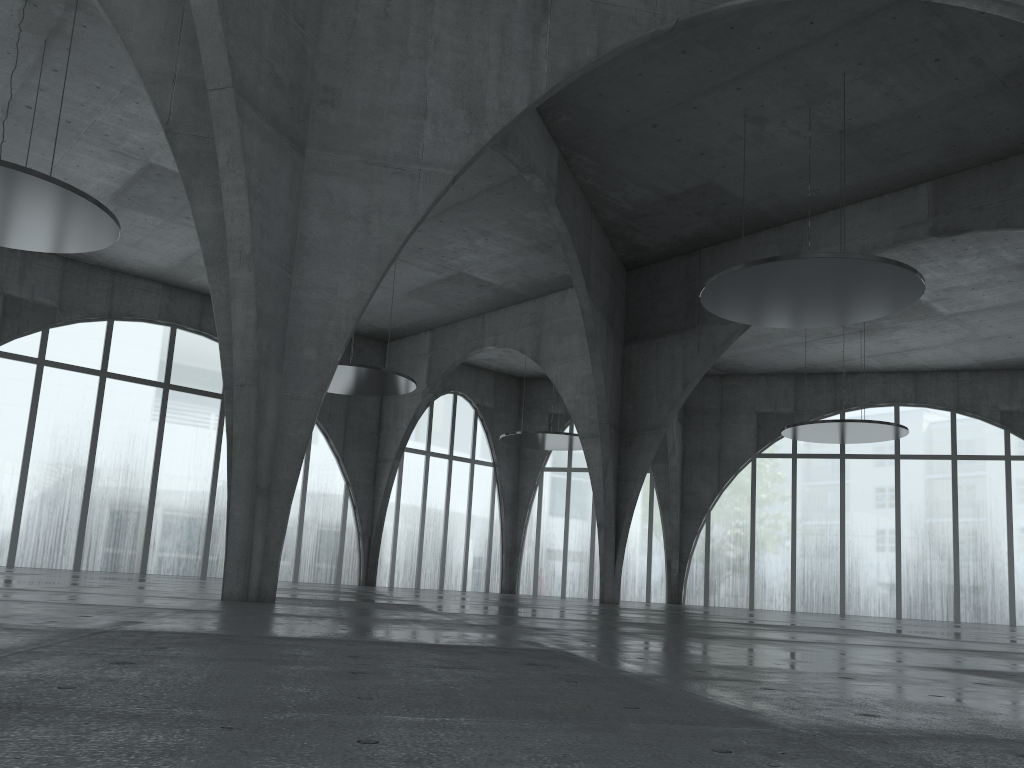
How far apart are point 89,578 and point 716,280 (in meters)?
31.90
